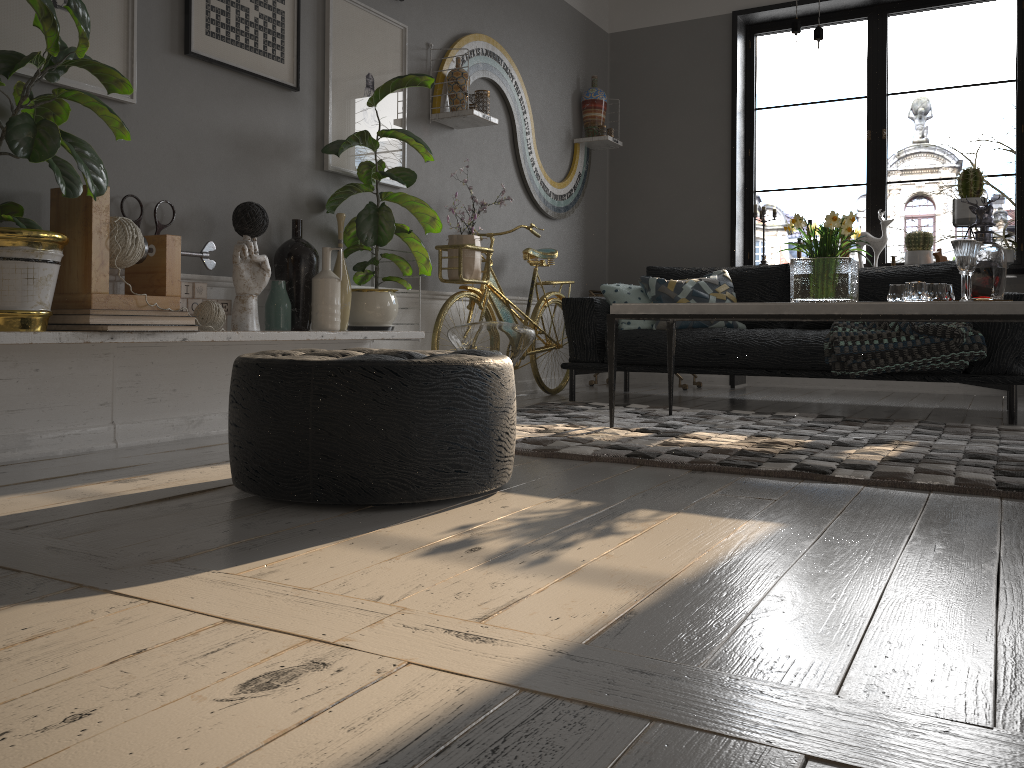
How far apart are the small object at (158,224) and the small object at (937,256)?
4.5m

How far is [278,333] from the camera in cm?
322

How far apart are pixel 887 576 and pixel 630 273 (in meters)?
5.13

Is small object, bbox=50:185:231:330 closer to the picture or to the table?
the picture

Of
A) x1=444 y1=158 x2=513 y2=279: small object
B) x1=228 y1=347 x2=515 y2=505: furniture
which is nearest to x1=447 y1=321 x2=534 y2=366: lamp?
x1=444 y1=158 x2=513 y2=279: small object

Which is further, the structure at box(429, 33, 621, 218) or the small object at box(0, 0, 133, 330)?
the structure at box(429, 33, 621, 218)

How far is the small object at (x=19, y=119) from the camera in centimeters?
224cm

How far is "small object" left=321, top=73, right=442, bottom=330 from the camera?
3.7 meters

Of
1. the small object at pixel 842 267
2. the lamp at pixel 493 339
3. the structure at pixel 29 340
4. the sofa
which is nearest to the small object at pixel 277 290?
the structure at pixel 29 340

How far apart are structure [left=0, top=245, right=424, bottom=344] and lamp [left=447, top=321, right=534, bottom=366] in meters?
0.2
